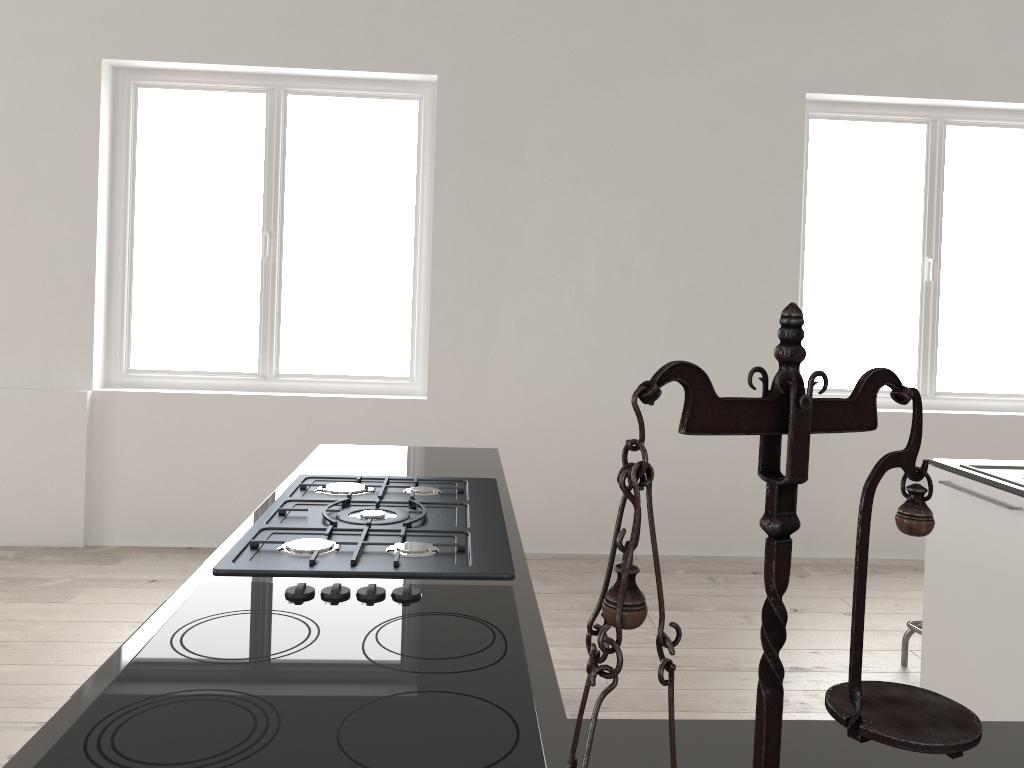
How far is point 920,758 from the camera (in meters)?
0.98

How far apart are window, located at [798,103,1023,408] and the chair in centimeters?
186cm

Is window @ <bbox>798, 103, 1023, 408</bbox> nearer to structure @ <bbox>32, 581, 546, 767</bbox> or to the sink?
the sink

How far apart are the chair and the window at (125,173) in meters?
2.7 m

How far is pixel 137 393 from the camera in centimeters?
475cm

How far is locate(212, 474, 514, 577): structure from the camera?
1.6m

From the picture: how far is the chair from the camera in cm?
345

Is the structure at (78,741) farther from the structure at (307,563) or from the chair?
the chair

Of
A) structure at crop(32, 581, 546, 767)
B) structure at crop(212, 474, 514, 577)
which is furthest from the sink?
structure at crop(32, 581, 546, 767)

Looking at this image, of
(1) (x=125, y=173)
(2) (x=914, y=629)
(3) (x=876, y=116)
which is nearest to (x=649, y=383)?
(2) (x=914, y=629)
